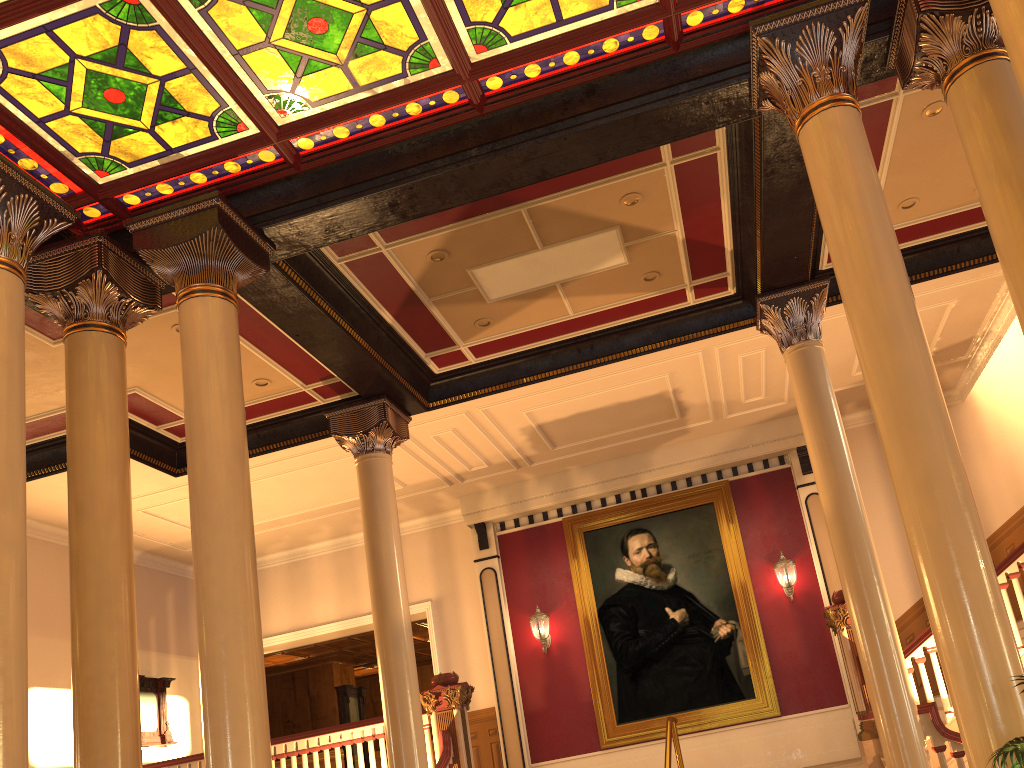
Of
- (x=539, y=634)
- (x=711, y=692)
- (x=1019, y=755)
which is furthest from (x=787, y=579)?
(x=1019, y=755)

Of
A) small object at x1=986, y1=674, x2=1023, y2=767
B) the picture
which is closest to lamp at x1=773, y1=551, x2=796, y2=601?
the picture

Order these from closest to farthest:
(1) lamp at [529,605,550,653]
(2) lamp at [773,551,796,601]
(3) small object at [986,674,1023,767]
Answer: (3) small object at [986,674,1023,767]
(2) lamp at [773,551,796,601]
(1) lamp at [529,605,550,653]

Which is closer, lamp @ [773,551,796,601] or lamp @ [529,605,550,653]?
lamp @ [773,551,796,601]

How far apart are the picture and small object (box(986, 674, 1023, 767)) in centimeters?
834cm

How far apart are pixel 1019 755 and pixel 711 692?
9.1m

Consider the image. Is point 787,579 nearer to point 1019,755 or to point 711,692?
point 711,692

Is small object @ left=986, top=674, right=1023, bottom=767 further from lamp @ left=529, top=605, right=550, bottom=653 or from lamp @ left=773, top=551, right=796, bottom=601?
lamp @ left=529, top=605, right=550, bottom=653

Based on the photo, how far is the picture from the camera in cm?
1153

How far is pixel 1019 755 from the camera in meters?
2.9 m
